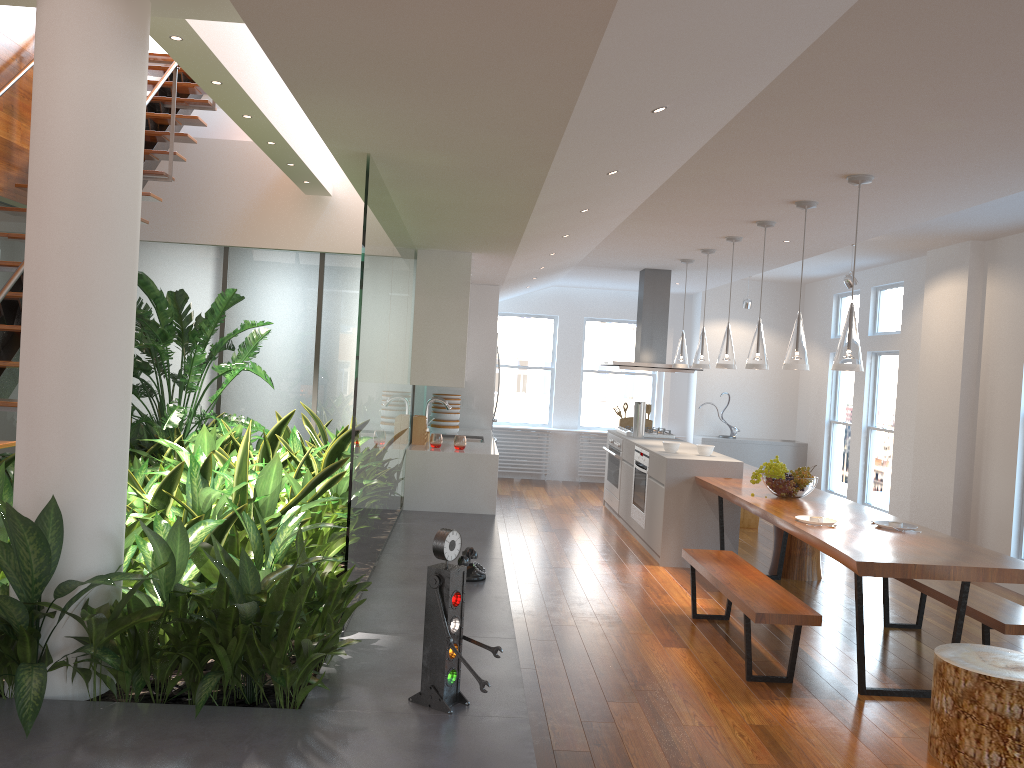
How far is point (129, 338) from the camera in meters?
2.9 m

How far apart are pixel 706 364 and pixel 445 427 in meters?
2.4

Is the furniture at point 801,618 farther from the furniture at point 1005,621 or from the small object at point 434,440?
the small object at point 434,440

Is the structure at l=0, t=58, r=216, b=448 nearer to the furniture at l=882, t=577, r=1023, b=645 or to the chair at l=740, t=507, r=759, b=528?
the furniture at l=882, t=577, r=1023, b=645

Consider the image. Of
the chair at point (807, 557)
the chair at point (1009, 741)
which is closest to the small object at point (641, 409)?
the chair at point (807, 557)

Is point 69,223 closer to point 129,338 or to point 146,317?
point 129,338

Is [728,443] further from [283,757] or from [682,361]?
[283,757]

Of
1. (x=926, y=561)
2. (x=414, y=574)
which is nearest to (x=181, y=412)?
(x=414, y=574)

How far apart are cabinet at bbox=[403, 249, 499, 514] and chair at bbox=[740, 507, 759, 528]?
2.6 meters

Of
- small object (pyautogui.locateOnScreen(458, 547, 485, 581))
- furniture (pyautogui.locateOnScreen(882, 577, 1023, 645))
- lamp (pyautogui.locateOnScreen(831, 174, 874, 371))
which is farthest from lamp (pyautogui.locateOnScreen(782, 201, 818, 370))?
small object (pyautogui.locateOnScreen(458, 547, 485, 581))
